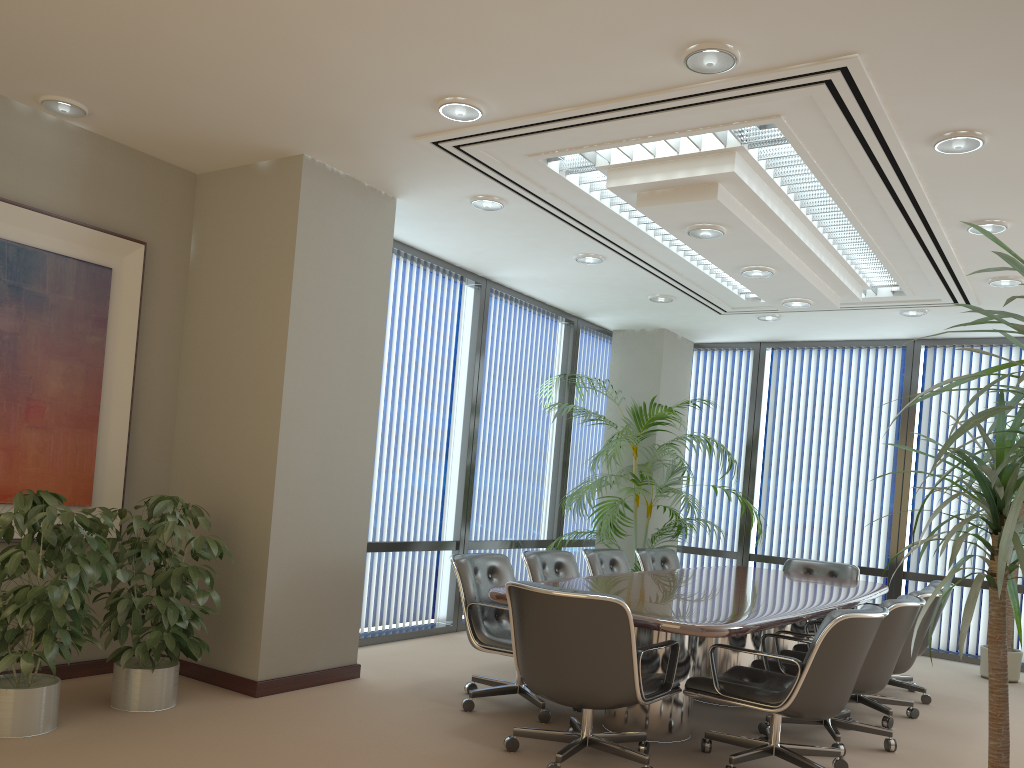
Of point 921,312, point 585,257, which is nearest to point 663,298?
point 585,257

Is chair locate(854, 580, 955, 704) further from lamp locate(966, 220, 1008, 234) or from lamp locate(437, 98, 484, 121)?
lamp locate(437, 98, 484, 121)

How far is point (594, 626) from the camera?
3.76m

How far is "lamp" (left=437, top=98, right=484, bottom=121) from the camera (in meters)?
4.20

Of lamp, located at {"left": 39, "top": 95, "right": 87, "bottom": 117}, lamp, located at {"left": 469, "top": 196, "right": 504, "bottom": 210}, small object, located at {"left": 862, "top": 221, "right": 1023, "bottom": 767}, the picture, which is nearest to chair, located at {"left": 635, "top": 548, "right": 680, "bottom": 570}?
lamp, located at {"left": 469, "top": 196, "right": 504, "bottom": 210}

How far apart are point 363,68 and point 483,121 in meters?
0.7 m

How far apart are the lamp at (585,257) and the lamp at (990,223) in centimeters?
251cm

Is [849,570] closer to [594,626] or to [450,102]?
[594,626]

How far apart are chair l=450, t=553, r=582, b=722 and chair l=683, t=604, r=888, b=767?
0.8m

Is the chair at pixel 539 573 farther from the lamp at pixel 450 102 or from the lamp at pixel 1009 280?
the lamp at pixel 1009 280
